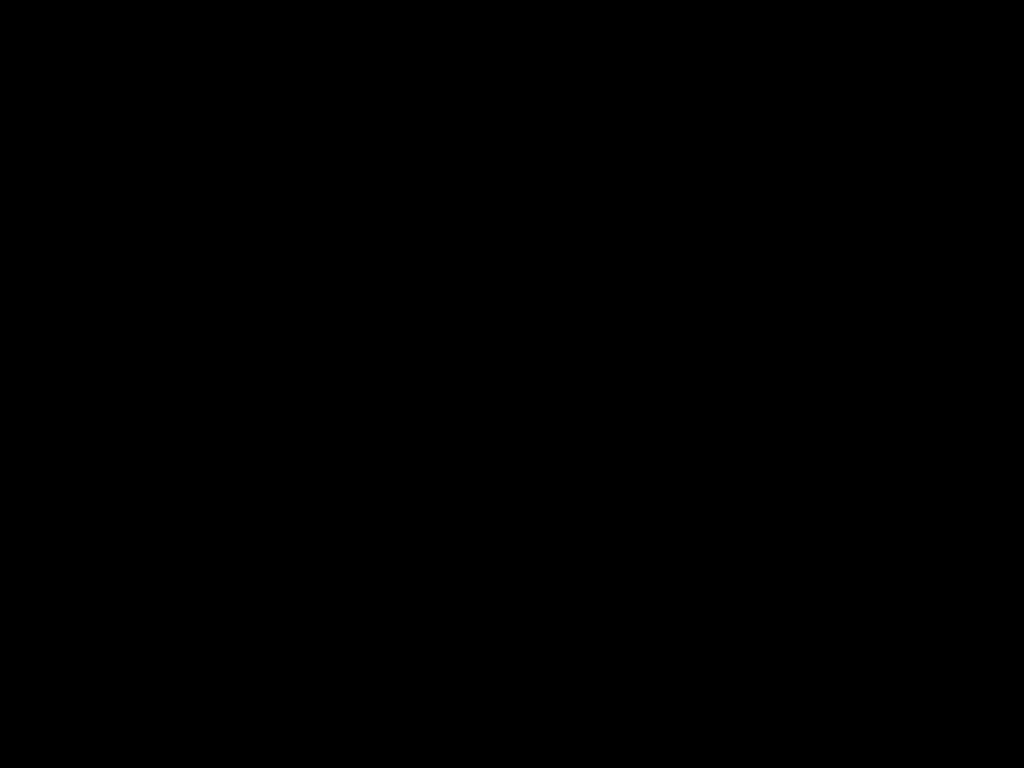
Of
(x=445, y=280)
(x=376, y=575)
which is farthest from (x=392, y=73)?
(x=376, y=575)

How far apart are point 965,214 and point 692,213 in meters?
0.3
